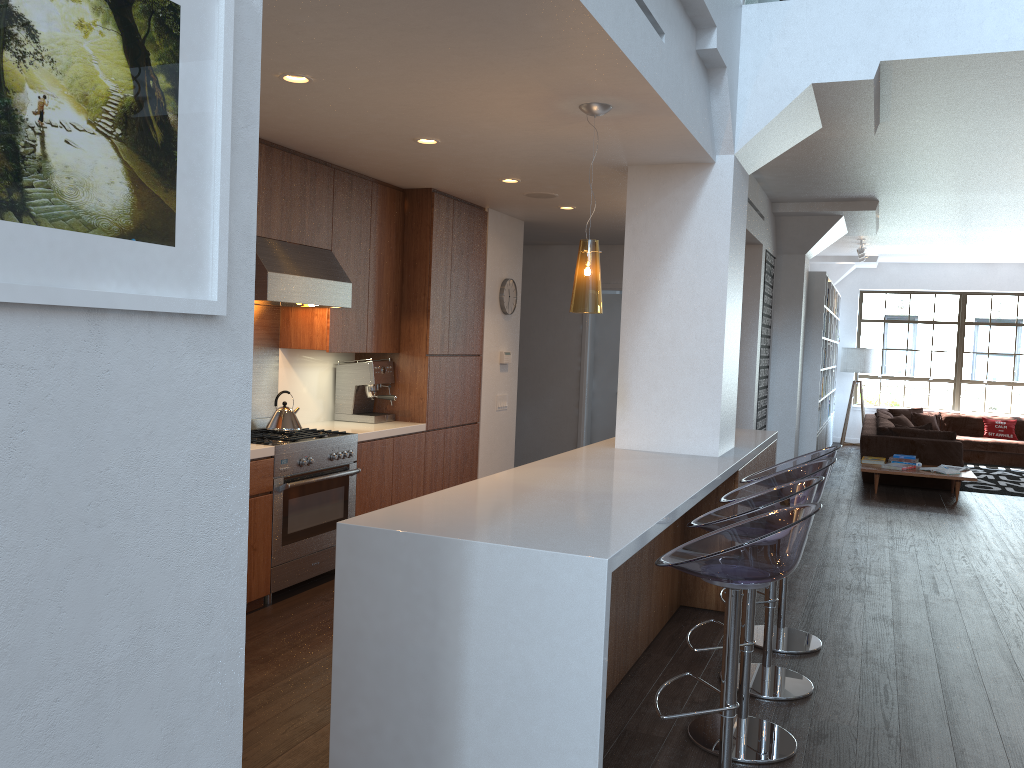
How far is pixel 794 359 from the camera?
9.8 meters

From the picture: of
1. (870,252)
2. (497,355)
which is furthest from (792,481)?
(870,252)

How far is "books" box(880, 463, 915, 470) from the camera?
9.37m

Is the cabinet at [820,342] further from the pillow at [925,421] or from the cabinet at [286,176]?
the cabinet at [286,176]

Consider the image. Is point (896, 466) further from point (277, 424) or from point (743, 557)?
point (743, 557)

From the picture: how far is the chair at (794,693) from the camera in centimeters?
377cm

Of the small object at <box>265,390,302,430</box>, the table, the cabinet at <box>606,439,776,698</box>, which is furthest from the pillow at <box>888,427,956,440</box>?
the small object at <box>265,390,302,430</box>

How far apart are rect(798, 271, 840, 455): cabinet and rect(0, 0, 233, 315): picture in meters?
9.8 m

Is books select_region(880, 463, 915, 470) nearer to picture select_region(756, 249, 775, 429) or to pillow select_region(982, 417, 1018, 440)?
picture select_region(756, 249, 775, 429)

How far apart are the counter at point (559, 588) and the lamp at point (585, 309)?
0.7m
